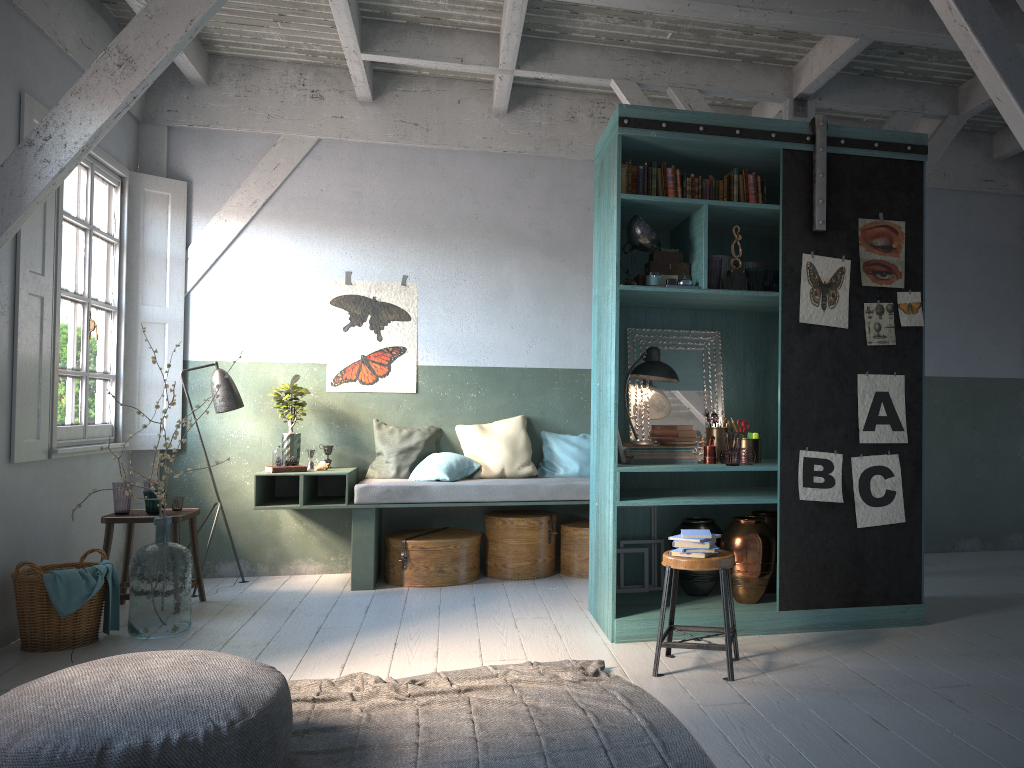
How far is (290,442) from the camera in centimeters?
758cm

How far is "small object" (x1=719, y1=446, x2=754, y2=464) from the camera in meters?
5.6 m

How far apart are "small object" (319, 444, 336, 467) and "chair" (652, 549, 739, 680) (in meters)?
3.81

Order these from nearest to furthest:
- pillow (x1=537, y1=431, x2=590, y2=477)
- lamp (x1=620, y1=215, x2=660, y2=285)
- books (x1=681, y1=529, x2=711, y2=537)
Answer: books (x1=681, y1=529, x2=711, y2=537) → lamp (x1=620, y1=215, x2=660, y2=285) → pillow (x1=537, y1=431, x2=590, y2=477)

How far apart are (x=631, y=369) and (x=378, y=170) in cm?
352

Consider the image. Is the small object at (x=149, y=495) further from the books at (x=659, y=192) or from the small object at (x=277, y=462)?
the books at (x=659, y=192)

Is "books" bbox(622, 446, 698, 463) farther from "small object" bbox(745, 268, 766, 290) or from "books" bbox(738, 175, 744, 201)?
"books" bbox(738, 175, 744, 201)

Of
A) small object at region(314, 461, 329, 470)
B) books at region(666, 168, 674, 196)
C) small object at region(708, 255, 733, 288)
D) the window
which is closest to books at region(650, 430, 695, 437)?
small object at region(708, 255, 733, 288)

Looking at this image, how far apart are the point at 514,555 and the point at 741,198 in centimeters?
353cm

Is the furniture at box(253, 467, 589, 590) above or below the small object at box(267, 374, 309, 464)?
below
